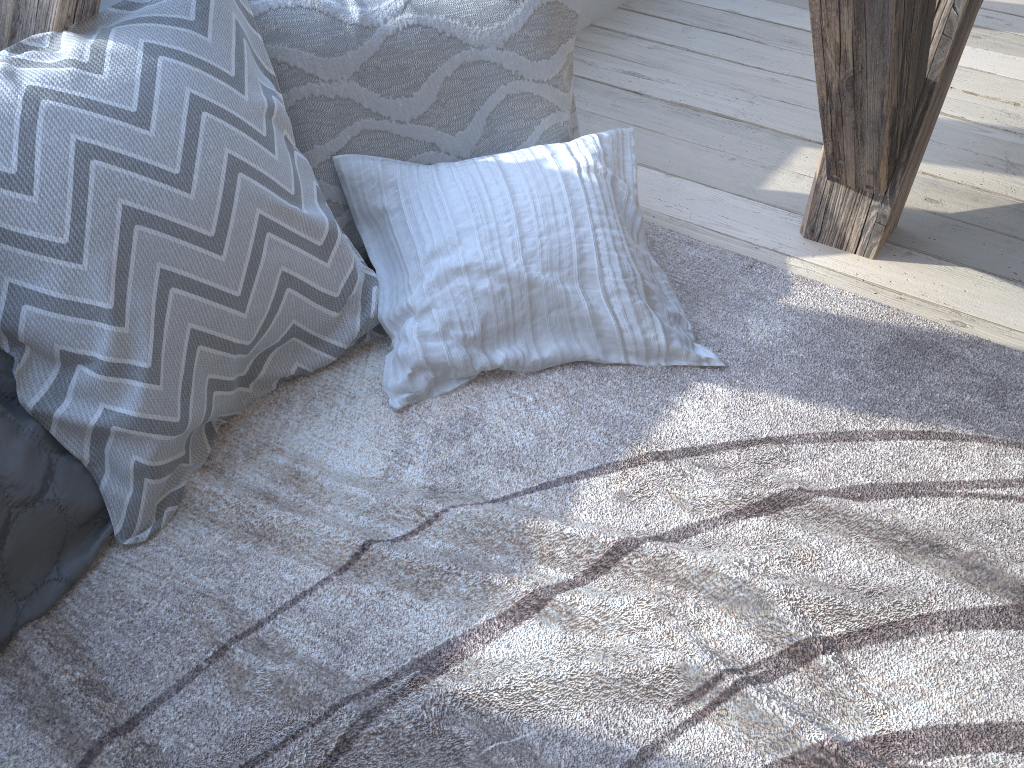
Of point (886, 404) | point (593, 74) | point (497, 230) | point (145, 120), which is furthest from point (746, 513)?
point (593, 74)

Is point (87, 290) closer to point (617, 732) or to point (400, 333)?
point (400, 333)

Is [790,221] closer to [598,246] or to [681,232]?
[681,232]

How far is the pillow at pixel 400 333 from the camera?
1.3 meters

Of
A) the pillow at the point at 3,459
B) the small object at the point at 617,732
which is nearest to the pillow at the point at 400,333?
the small object at the point at 617,732

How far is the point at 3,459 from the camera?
1.0 meters

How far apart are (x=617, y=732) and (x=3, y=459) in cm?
74

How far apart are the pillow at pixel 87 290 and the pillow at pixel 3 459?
0.0m

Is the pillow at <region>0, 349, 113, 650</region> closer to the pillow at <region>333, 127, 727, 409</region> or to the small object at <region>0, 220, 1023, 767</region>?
the small object at <region>0, 220, 1023, 767</region>

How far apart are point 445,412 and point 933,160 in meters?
1.3
